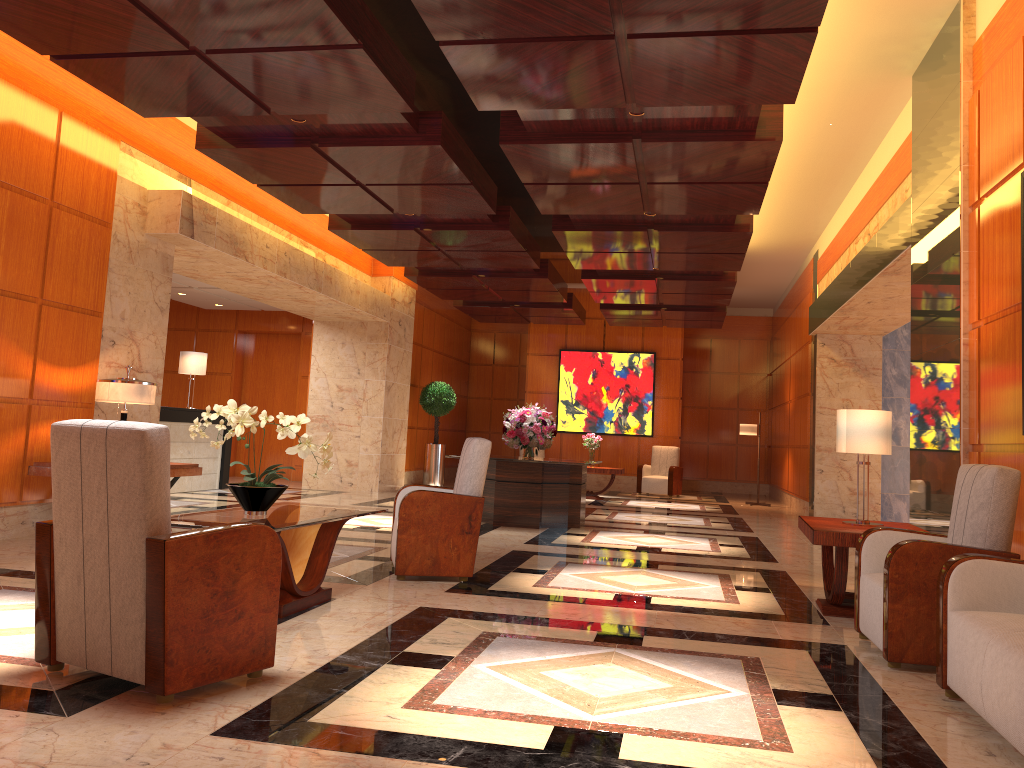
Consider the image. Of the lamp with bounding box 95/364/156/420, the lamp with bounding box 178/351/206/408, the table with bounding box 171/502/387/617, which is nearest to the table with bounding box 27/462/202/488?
the lamp with bounding box 95/364/156/420

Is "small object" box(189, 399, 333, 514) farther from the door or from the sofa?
the door

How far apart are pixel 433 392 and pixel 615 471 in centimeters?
366cm

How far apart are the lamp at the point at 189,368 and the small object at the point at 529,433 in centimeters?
501cm

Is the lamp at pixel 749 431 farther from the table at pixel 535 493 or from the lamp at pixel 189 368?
the lamp at pixel 189 368

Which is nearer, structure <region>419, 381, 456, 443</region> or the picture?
structure <region>419, 381, 456, 443</region>

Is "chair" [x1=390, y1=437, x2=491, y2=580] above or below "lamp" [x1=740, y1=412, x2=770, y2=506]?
below

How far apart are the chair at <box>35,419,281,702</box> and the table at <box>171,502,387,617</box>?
0.77m

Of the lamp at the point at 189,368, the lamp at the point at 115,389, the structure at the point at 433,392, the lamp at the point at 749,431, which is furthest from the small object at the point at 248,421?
the lamp at the point at 749,431

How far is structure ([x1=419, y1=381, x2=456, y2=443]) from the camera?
16.26m
